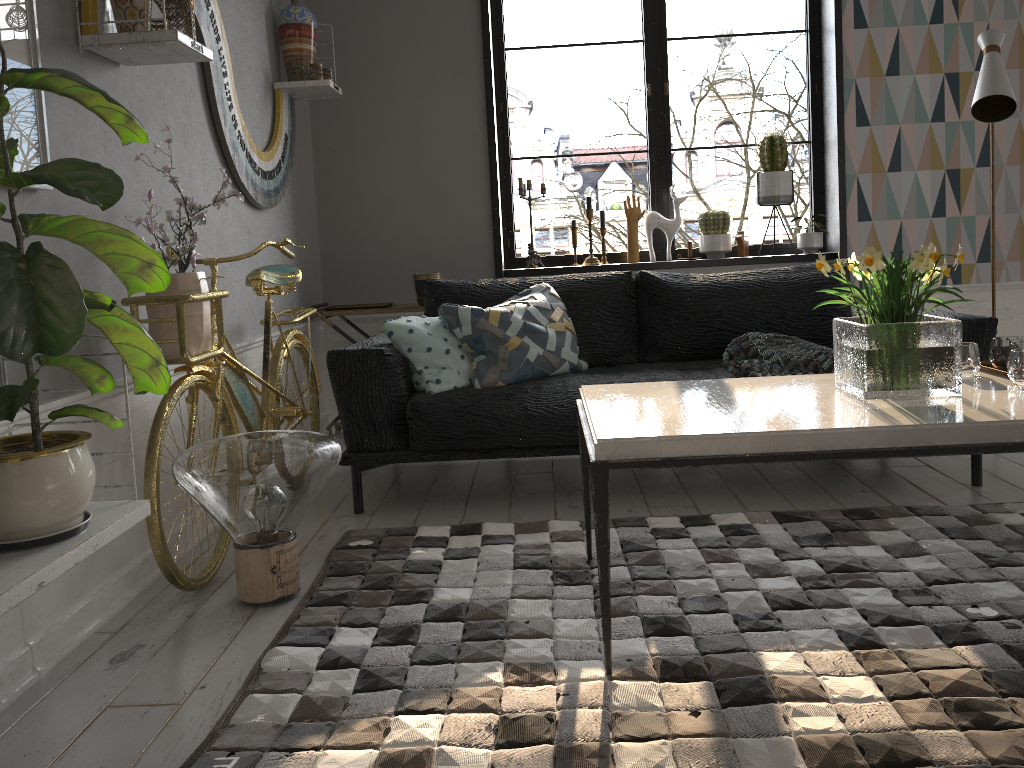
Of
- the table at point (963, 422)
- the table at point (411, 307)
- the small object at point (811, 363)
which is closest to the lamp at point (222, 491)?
the table at point (963, 422)

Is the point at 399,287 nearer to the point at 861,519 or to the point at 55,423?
the point at 861,519

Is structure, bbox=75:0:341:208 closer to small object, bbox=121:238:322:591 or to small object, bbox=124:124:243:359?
small object, bbox=124:124:243:359

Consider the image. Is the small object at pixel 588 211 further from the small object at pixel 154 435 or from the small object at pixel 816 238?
the small object at pixel 154 435

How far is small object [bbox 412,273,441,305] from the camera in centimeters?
430cm

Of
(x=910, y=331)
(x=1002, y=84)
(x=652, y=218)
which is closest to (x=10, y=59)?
(x=910, y=331)

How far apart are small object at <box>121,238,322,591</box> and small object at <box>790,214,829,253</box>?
2.56m

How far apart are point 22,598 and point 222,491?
0.71m

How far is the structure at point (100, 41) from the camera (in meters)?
2.27

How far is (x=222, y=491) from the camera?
2.2 meters
